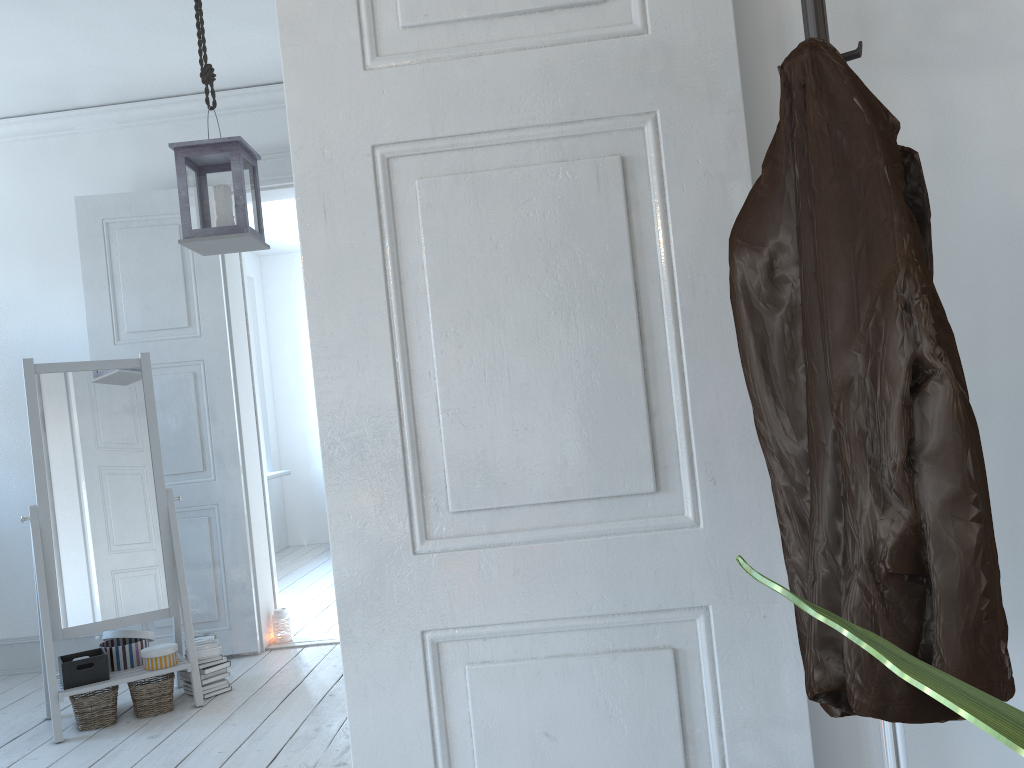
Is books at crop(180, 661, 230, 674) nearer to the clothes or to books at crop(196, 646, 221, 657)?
books at crop(196, 646, 221, 657)

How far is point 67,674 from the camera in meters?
3.4 m

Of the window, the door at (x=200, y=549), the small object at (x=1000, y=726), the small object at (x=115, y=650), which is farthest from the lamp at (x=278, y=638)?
the small object at (x=1000, y=726)

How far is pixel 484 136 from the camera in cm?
131

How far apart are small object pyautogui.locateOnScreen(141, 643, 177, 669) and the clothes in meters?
3.2

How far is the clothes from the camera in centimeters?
84cm

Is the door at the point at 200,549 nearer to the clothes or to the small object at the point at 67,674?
the small object at the point at 67,674

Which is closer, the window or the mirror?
the mirror

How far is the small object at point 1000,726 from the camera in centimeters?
25cm

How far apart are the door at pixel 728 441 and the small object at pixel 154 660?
2.6 meters
